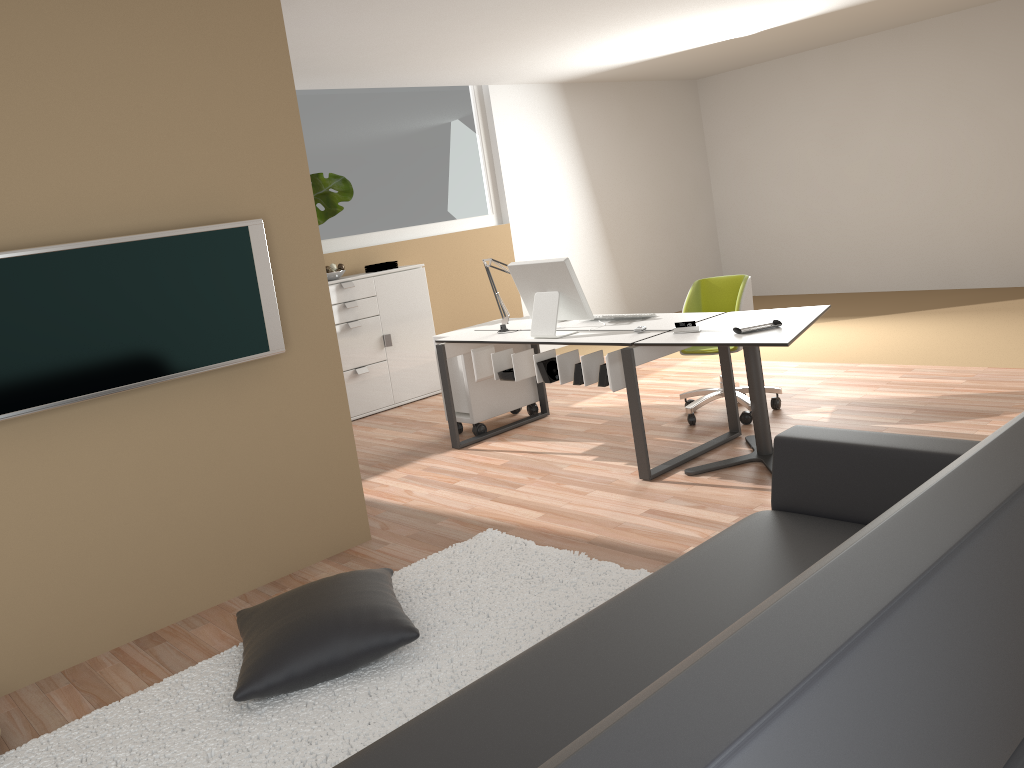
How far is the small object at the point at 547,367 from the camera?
4.80m

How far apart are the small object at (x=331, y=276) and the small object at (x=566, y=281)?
2.2m

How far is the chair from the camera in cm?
517

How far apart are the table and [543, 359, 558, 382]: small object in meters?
0.7

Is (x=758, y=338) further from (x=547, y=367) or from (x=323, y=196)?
(x=323, y=196)

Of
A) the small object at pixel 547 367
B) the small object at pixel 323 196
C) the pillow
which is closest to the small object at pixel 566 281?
the small object at pixel 547 367

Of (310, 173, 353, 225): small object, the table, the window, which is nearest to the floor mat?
Answer: the table

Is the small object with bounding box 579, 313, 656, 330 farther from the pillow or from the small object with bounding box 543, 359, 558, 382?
the pillow

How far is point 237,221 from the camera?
3.6 meters

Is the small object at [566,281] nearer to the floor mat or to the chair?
the chair
